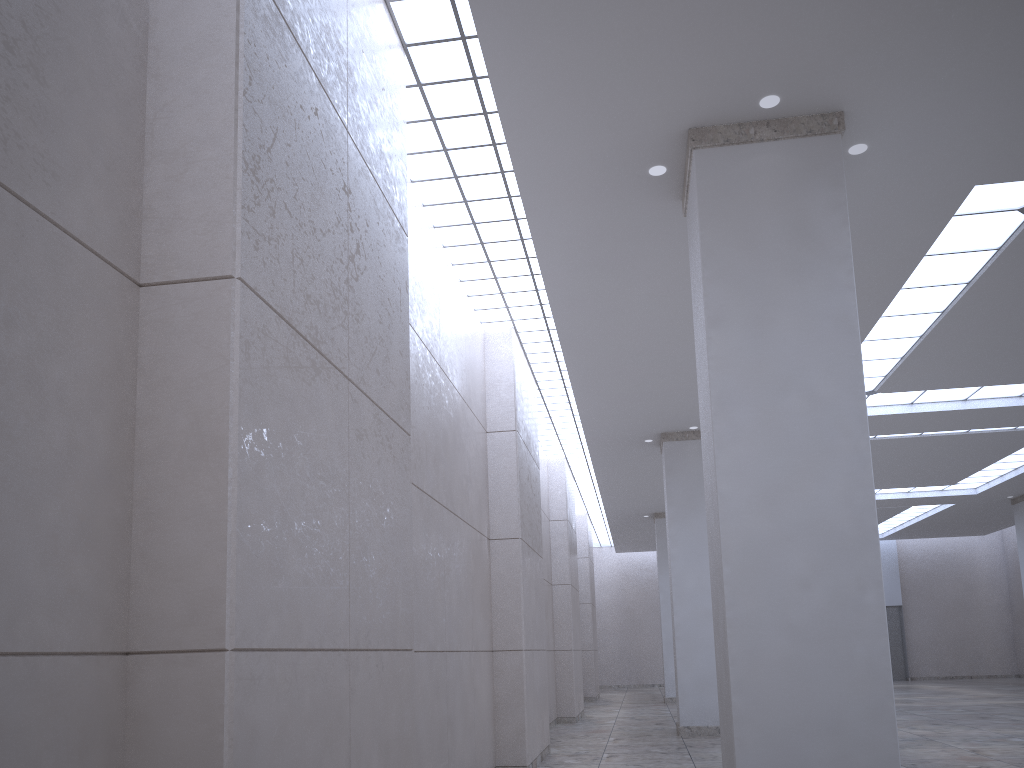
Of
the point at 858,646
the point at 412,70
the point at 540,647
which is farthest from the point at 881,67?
the point at 540,647
